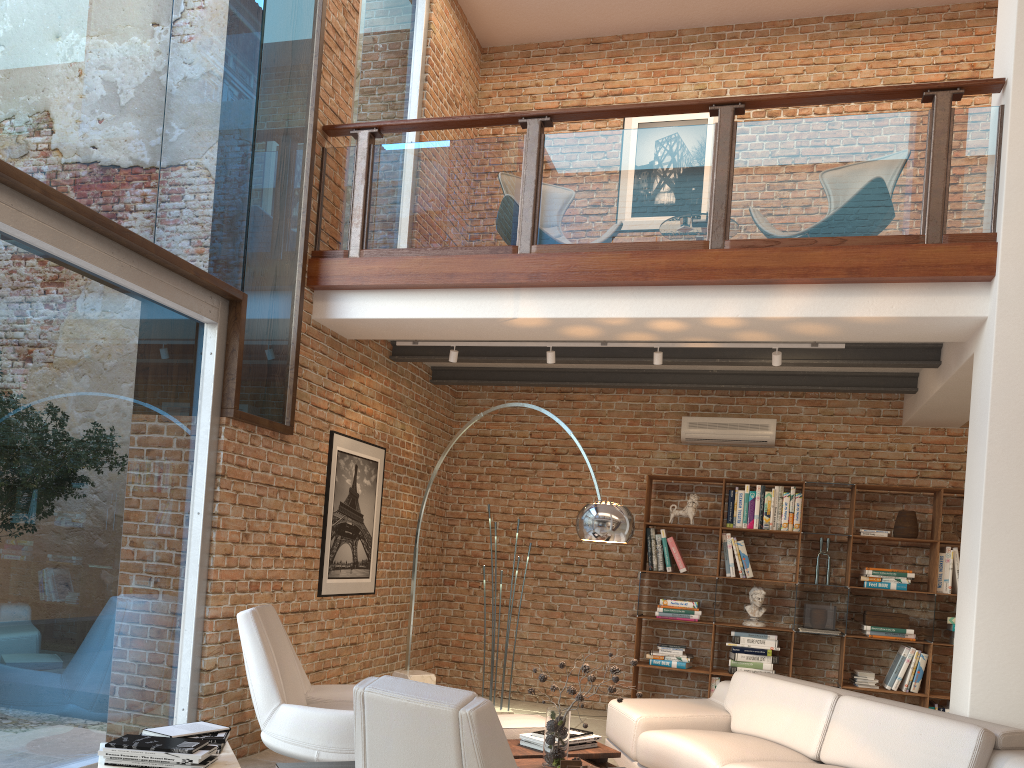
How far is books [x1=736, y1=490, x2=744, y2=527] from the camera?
7.4m

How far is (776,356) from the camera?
5.77m

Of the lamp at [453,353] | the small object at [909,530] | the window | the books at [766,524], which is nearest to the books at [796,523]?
the books at [766,524]

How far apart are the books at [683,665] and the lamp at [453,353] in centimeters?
316cm

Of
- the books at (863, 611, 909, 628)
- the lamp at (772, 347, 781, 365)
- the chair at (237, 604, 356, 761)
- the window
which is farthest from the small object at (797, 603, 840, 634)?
the window

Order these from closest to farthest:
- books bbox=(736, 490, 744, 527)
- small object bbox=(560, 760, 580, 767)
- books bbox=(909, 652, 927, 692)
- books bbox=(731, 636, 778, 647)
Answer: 1. small object bbox=(560, 760, 580, 767)
2. books bbox=(909, 652, 927, 692)
3. books bbox=(731, 636, 778, 647)
4. books bbox=(736, 490, 744, 527)

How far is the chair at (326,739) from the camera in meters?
4.2 m

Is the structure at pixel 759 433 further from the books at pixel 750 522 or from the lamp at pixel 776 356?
the lamp at pixel 776 356

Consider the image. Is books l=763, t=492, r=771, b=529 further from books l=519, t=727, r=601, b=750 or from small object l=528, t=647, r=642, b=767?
small object l=528, t=647, r=642, b=767

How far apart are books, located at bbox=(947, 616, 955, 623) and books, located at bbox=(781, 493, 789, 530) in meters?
1.4 m
